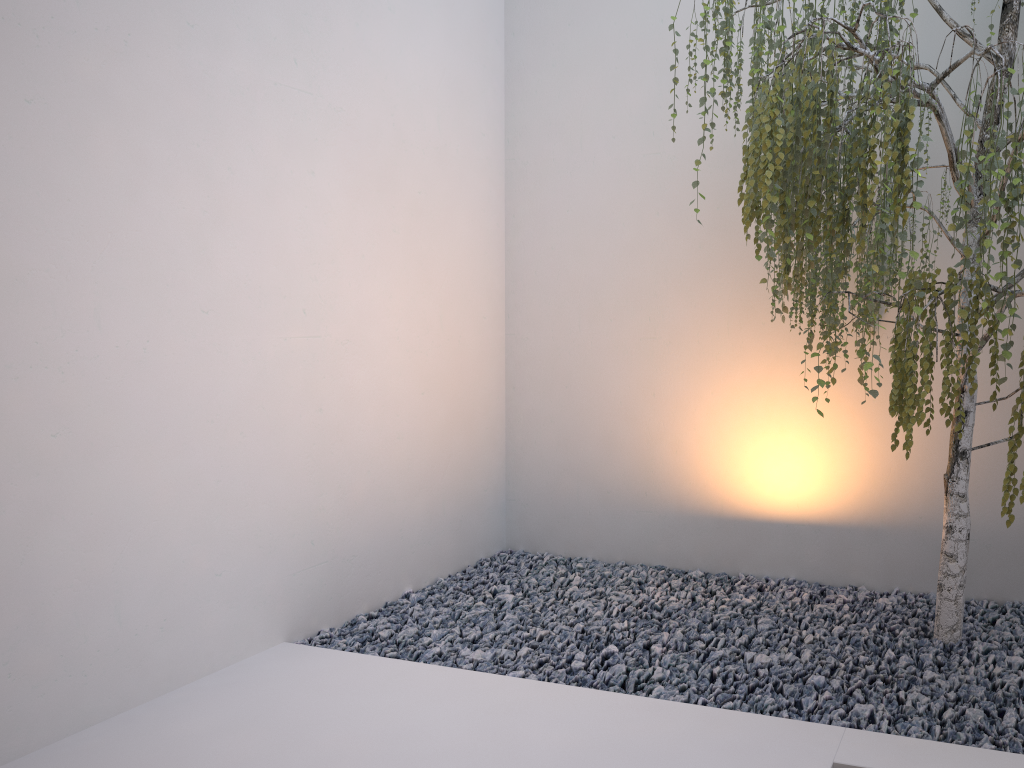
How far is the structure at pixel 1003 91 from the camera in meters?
2.2 m

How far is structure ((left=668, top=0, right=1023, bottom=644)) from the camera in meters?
2.2

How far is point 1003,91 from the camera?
2.15m
